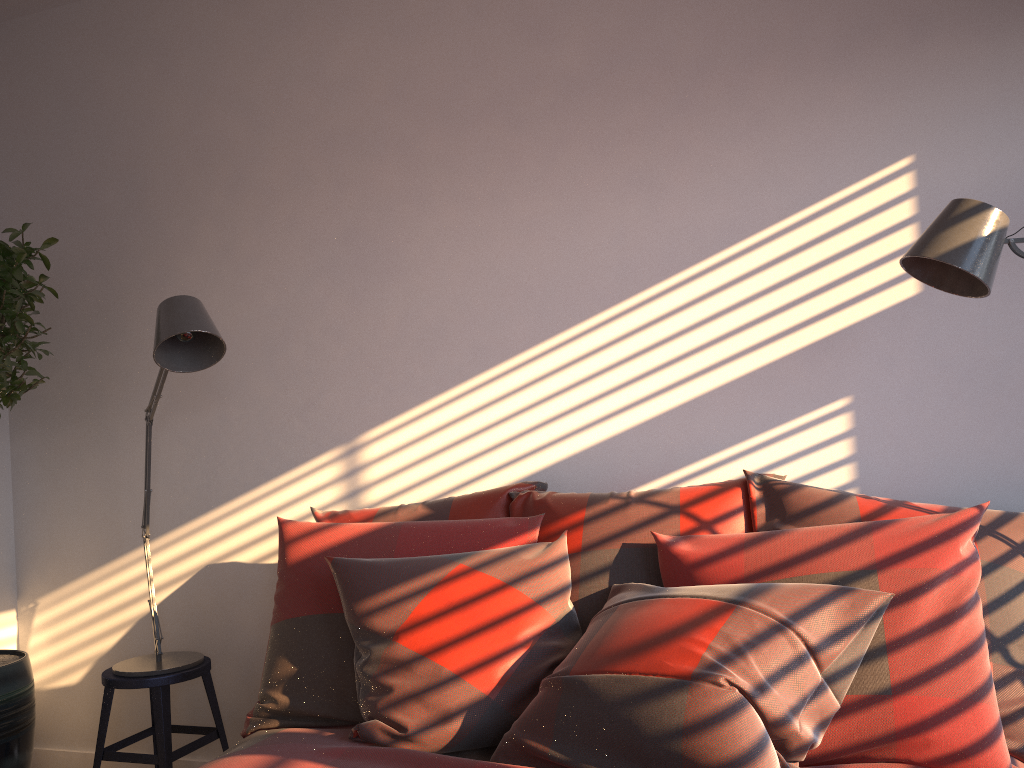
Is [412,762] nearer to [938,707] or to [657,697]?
[657,697]

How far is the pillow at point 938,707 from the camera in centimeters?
163cm

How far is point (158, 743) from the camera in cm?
269

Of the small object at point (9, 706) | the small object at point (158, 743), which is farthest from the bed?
the small object at point (9, 706)

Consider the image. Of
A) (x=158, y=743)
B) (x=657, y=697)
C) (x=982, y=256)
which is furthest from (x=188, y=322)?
(x=982, y=256)

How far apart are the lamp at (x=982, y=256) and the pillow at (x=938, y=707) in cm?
46

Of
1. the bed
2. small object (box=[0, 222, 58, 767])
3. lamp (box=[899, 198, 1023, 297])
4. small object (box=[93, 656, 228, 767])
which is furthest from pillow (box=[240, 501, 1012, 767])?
small object (box=[0, 222, 58, 767])

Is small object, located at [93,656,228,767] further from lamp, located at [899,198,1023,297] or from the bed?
lamp, located at [899,198,1023,297]

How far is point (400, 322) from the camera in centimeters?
293cm

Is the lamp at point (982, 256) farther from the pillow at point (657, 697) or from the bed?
the bed
